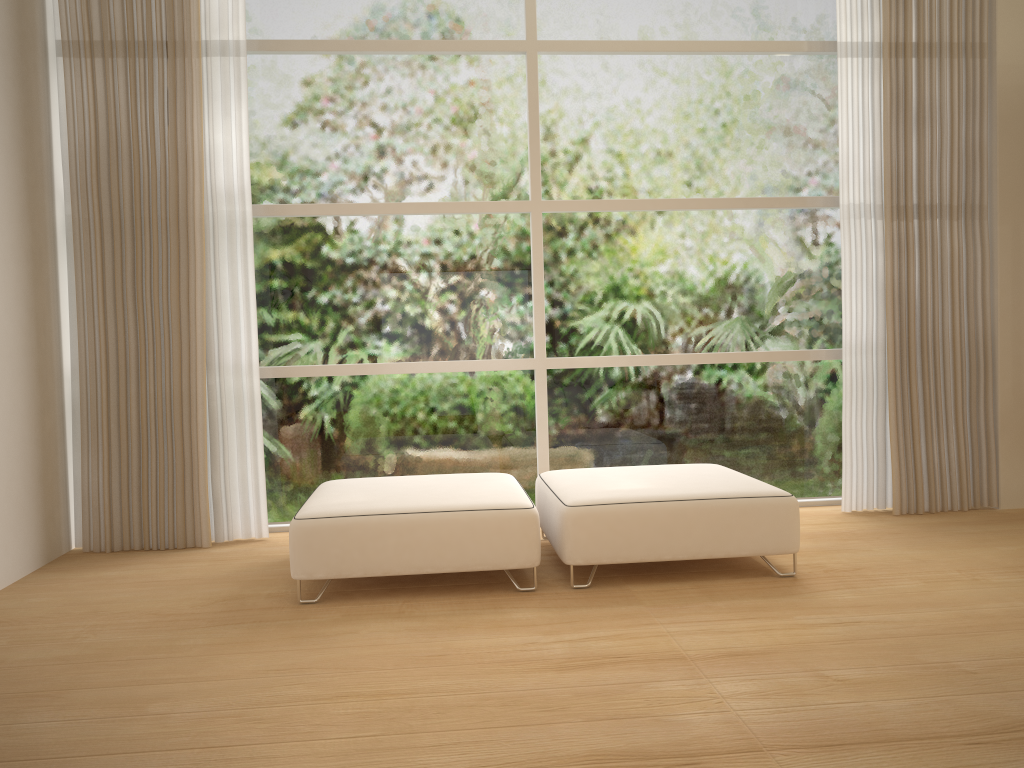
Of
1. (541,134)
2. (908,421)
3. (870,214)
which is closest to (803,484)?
(908,421)

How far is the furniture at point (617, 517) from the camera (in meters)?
3.40

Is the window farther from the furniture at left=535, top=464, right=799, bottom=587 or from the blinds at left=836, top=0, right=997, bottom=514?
the furniture at left=535, top=464, right=799, bottom=587

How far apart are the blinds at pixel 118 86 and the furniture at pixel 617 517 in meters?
1.4 m

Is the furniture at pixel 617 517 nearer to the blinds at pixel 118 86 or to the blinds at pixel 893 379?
the blinds at pixel 893 379

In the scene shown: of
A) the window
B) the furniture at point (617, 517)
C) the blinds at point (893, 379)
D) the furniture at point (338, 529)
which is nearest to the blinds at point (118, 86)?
the window

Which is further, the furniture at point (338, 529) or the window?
the window

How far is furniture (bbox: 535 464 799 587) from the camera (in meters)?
3.40

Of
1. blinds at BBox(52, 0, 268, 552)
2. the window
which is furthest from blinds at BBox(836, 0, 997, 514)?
blinds at BBox(52, 0, 268, 552)

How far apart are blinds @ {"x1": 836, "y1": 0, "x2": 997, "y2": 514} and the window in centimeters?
18cm
